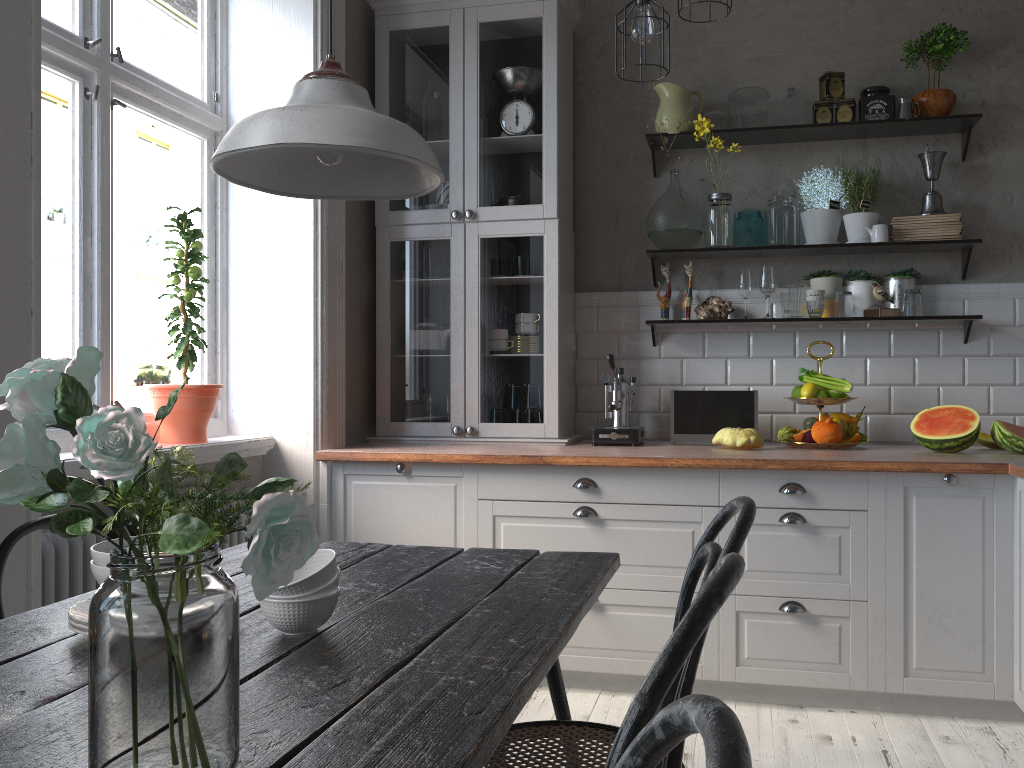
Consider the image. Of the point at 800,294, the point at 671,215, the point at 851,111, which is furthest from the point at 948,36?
the point at 671,215

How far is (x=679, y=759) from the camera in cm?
133

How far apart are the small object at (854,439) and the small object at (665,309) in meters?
0.9 m

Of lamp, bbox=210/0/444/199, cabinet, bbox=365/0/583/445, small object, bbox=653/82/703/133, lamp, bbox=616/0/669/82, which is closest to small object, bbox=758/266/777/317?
small object, bbox=653/82/703/133

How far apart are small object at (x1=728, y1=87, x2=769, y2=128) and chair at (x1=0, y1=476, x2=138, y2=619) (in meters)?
2.85

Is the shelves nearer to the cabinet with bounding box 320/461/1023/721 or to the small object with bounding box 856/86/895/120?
the small object with bounding box 856/86/895/120

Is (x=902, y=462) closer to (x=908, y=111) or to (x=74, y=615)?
(x=908, y=111)

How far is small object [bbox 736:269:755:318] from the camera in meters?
3.7 m

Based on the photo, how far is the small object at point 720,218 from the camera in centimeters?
365cm

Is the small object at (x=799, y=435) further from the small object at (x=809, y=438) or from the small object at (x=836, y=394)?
the small object at (x=836, y=394)
